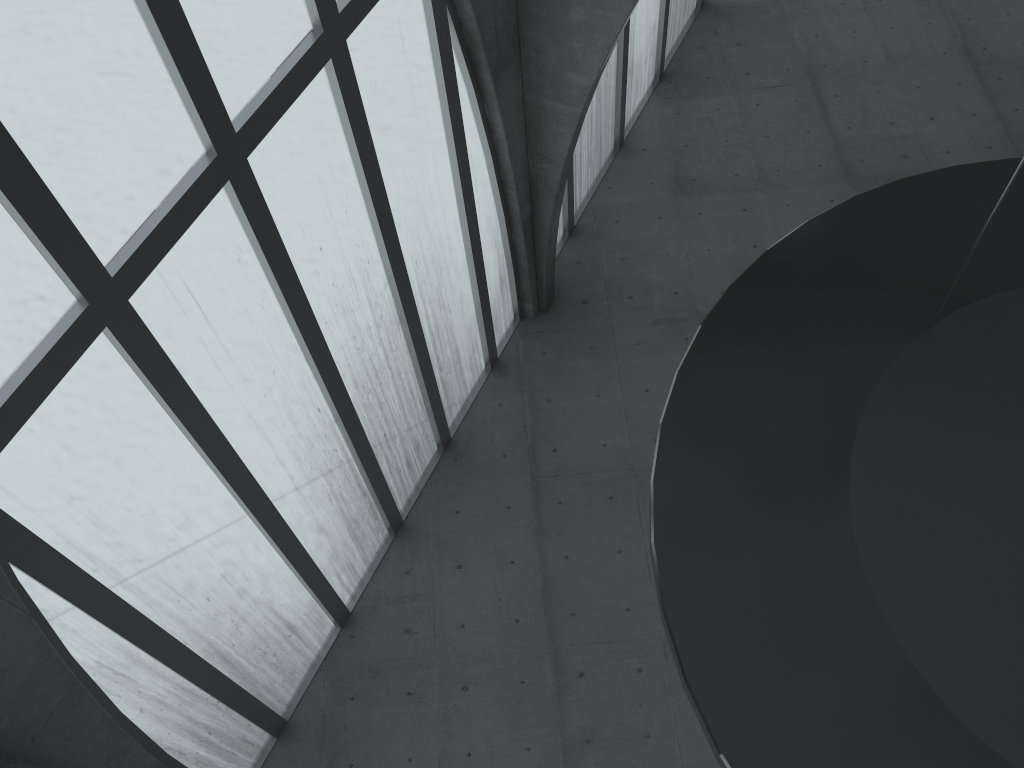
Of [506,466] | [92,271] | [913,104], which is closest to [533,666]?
[506,466]
